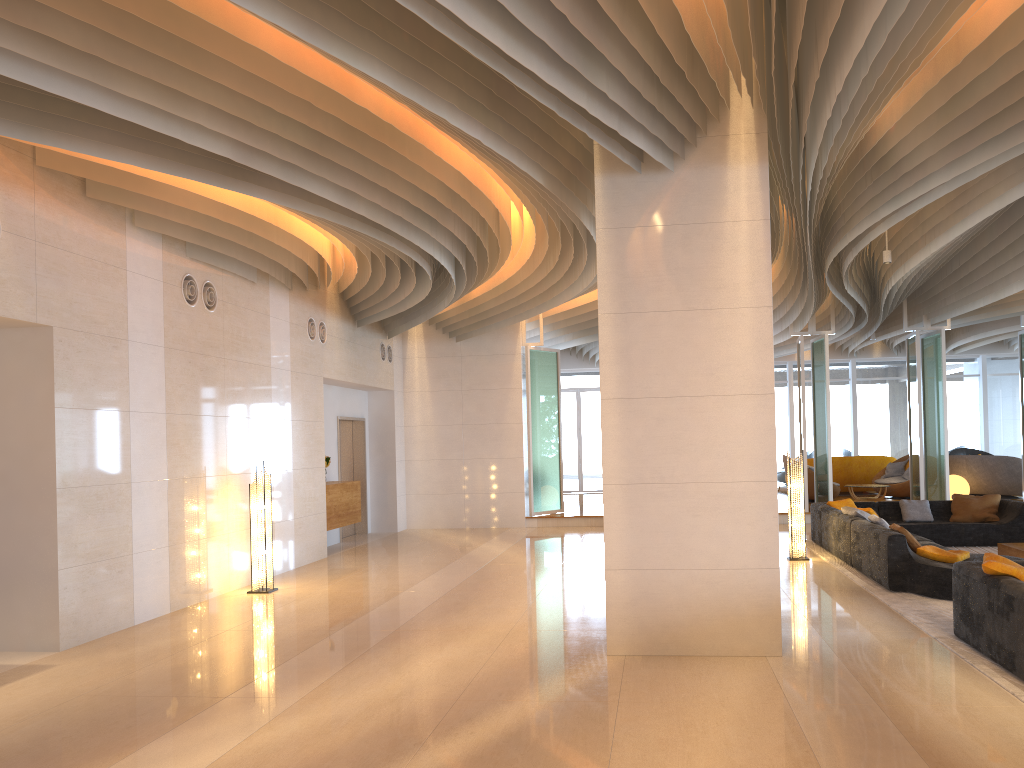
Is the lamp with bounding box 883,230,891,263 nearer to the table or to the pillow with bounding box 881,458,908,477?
the table

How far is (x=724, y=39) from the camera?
5.66m

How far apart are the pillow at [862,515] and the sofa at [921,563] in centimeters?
9cm

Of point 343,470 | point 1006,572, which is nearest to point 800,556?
point 1006,572

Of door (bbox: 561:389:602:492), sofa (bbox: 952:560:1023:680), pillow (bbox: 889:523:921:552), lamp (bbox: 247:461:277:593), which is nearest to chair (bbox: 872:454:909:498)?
door (bbox: 561:389:602:492)

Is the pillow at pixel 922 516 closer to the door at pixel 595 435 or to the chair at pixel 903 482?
the chair at pixel 903 482

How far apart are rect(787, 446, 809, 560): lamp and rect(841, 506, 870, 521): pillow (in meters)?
0.78

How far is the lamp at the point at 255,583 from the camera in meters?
9.7 m

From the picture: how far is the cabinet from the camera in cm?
1302

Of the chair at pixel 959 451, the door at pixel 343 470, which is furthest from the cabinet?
the chair at pixel 959 451
